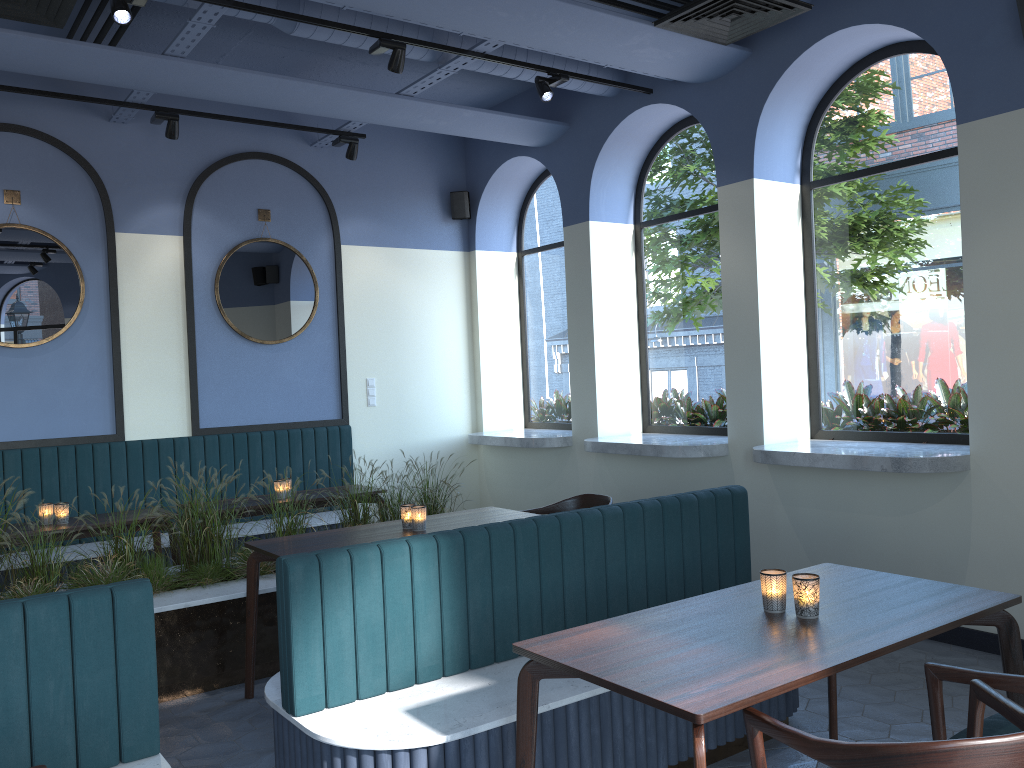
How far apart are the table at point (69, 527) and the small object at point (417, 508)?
2.0m

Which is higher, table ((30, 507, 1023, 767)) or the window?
the window

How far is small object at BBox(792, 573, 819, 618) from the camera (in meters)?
2.57

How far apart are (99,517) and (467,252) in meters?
4.1

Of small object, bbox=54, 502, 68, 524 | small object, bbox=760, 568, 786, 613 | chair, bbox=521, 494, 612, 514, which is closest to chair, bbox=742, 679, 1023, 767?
small object, bbox=760, 568, 786, 613

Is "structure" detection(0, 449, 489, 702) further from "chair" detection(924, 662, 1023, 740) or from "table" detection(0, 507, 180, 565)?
"chair" detection(924, 662, 1023, 740)

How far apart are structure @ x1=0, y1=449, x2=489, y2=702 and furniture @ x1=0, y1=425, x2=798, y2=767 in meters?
1.3

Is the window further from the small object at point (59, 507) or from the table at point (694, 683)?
the small object at point (59, 507)

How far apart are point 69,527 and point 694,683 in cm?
414

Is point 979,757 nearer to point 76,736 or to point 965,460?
point 76,736
